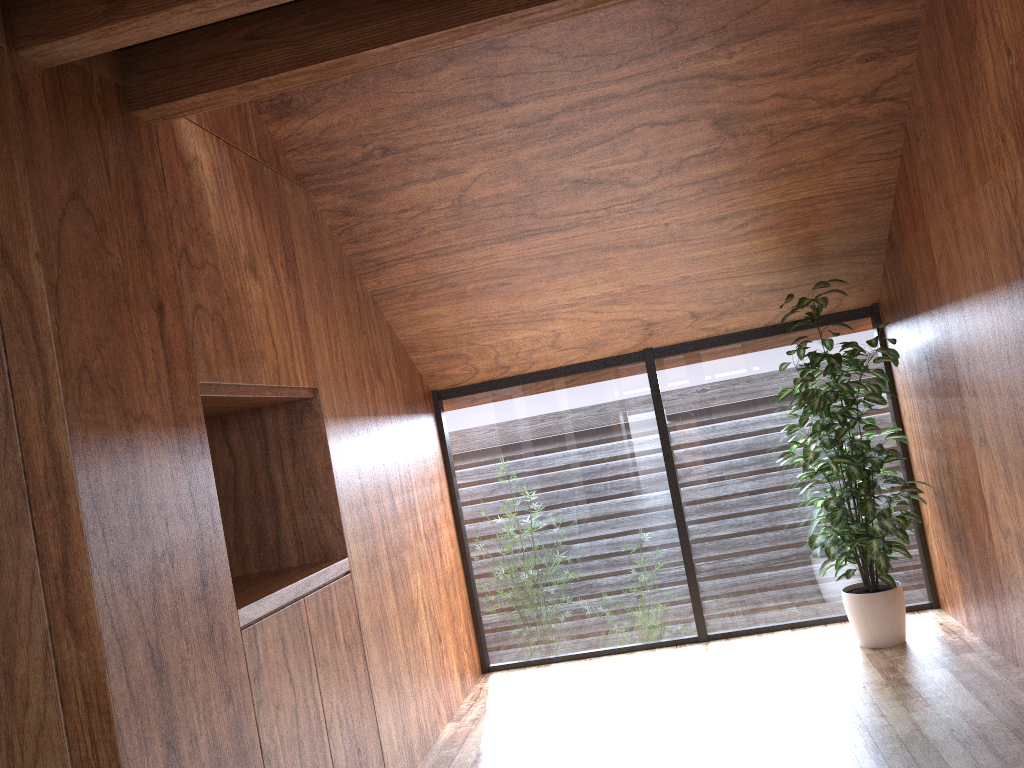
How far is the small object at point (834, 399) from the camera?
3.86m

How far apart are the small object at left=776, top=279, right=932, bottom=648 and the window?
0.2m

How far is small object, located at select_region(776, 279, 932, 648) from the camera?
3.86m

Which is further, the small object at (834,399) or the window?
the window

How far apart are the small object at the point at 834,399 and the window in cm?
18

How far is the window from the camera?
4.6 meters

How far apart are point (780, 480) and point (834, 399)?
0.8 meters

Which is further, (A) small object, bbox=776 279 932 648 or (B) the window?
(B) the window
